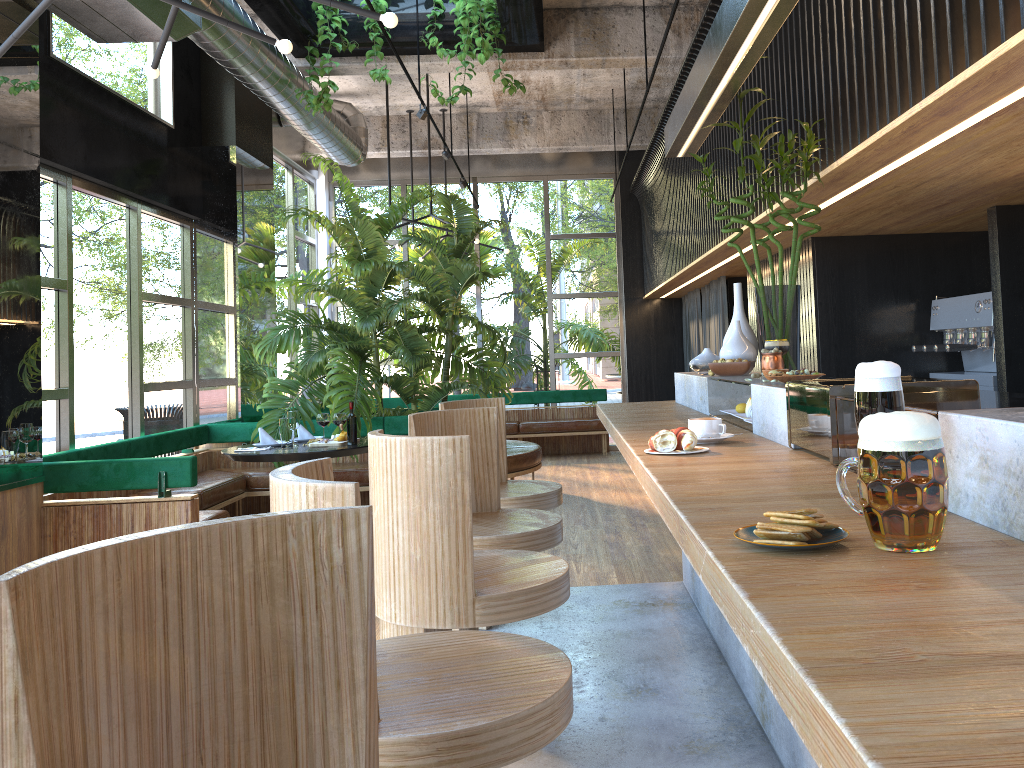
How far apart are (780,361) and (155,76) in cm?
296

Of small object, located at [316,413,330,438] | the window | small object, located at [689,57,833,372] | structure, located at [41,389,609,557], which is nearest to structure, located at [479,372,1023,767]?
small object, located at [689,57,833,372]

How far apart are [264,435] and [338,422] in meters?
2.2 m

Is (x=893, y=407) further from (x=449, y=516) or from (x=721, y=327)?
(x=721, y=327)

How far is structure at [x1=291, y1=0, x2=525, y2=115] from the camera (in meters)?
6.36

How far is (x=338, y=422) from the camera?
4.44m

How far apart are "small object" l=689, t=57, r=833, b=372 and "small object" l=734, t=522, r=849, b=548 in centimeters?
257cm

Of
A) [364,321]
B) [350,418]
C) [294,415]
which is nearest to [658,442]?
[350,418]

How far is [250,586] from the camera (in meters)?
1.13

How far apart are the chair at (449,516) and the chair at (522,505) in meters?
1.1
